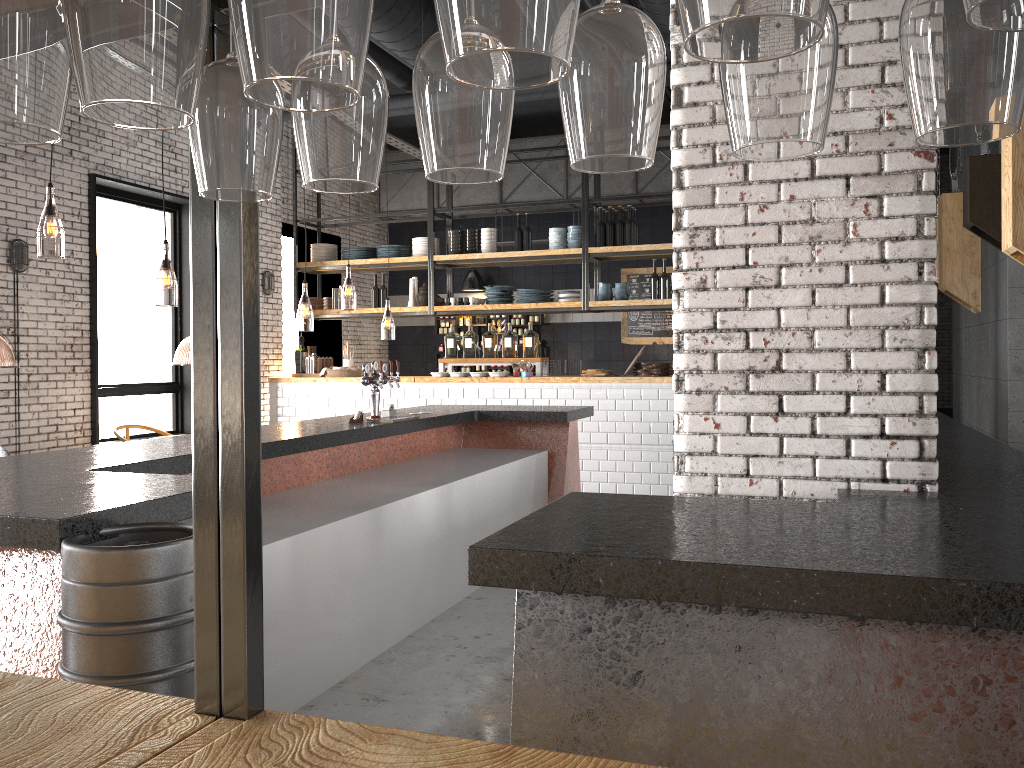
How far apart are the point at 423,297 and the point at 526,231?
1.5m

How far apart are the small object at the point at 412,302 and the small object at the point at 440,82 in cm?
999

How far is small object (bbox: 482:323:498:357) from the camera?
10.20m

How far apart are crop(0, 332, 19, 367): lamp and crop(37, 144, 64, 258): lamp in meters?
1.4 m

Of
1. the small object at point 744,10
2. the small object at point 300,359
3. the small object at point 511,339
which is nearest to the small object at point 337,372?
the small object at point 300,359

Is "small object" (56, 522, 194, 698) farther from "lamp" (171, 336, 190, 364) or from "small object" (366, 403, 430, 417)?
"lamp" (171, 336, 190, 364)

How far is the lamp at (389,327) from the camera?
22.1 meters

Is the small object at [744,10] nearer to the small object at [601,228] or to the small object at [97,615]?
the small object at [97,615]

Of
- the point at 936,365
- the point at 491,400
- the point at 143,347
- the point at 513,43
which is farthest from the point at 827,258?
the point at 143,347

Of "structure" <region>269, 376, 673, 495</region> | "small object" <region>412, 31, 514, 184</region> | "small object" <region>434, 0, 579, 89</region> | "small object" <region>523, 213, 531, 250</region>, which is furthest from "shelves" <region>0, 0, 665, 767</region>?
"small object" <region>523, 213, 531, 250</region>
